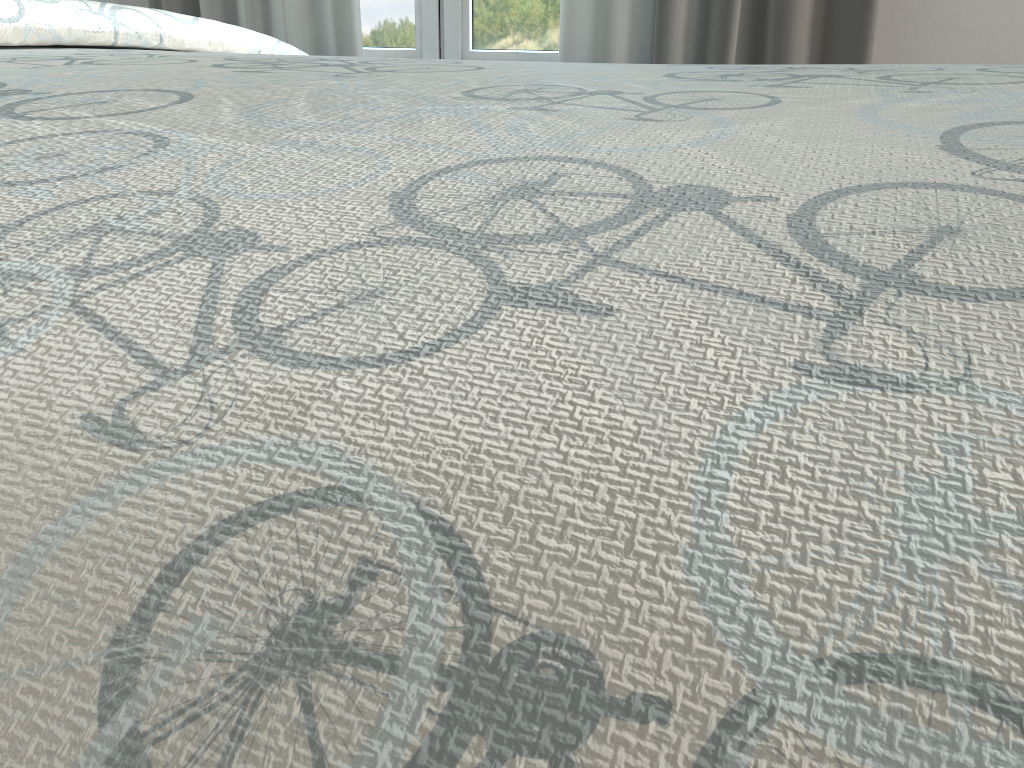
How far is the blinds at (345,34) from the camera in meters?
1.9

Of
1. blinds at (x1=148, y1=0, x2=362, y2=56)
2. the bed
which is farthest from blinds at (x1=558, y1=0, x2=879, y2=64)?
the bed

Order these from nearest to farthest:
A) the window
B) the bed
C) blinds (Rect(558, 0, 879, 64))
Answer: the bed
blinds (Rect(558, 0, 879, 64))
the window

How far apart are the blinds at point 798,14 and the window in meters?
0.1 m

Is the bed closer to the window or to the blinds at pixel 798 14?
the blinds at pixel 798 14

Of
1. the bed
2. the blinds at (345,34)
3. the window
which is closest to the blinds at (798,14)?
the window

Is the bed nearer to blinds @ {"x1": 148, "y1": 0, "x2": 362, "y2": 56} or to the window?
blinds @ {"x1": 148, "y1": 0, "x2": 362, "y2": 56}

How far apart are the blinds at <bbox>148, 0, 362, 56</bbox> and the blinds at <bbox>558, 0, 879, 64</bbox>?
0.4 meters

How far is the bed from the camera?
0.12m

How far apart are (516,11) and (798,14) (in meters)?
0.64
